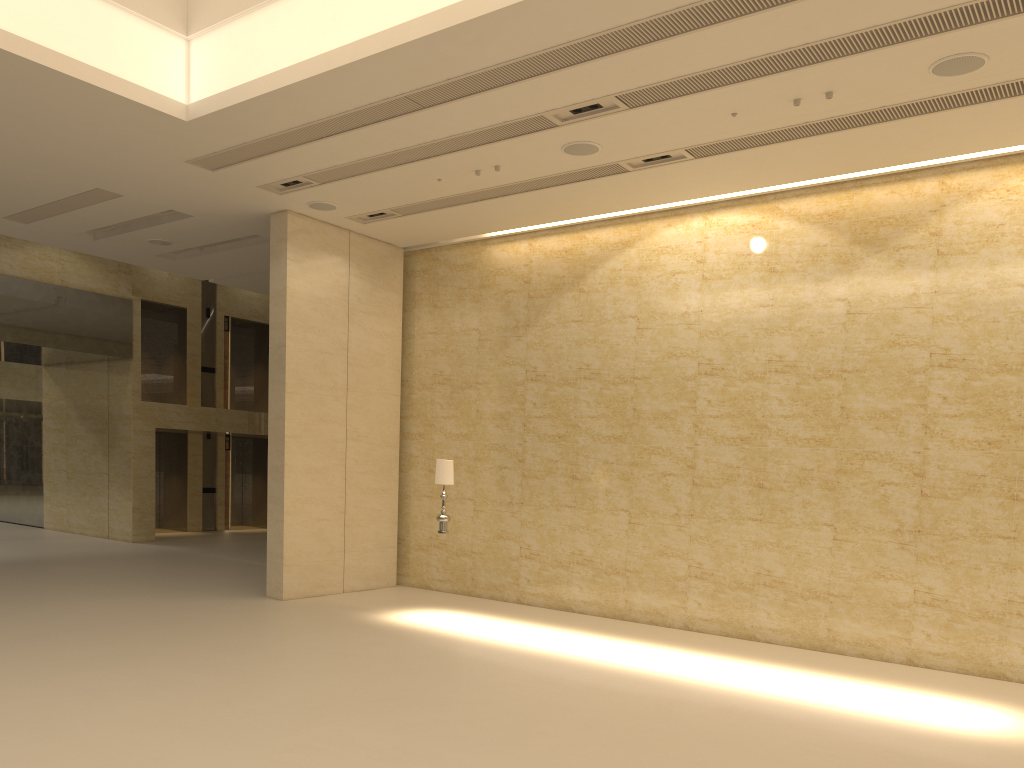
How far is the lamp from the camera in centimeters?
1193cm

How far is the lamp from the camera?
11.9m

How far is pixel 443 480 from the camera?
11.9 meters

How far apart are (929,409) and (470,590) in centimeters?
753cm
